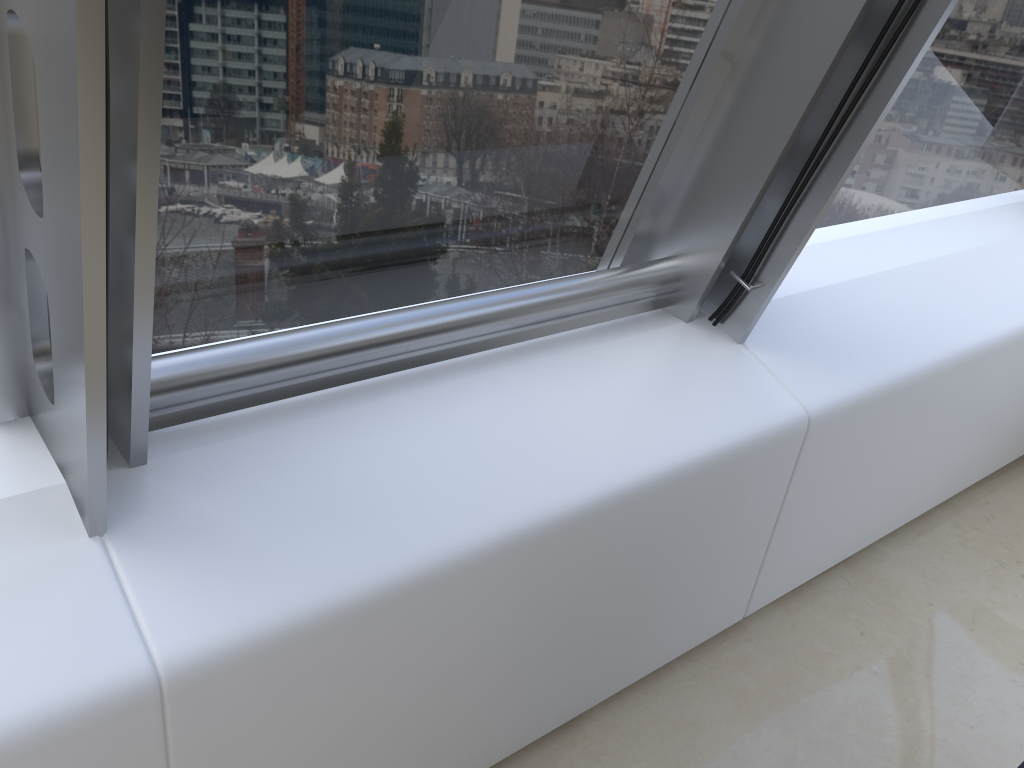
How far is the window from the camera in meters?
1.0

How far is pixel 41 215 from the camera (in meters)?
0.99

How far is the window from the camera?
1.0 meters
